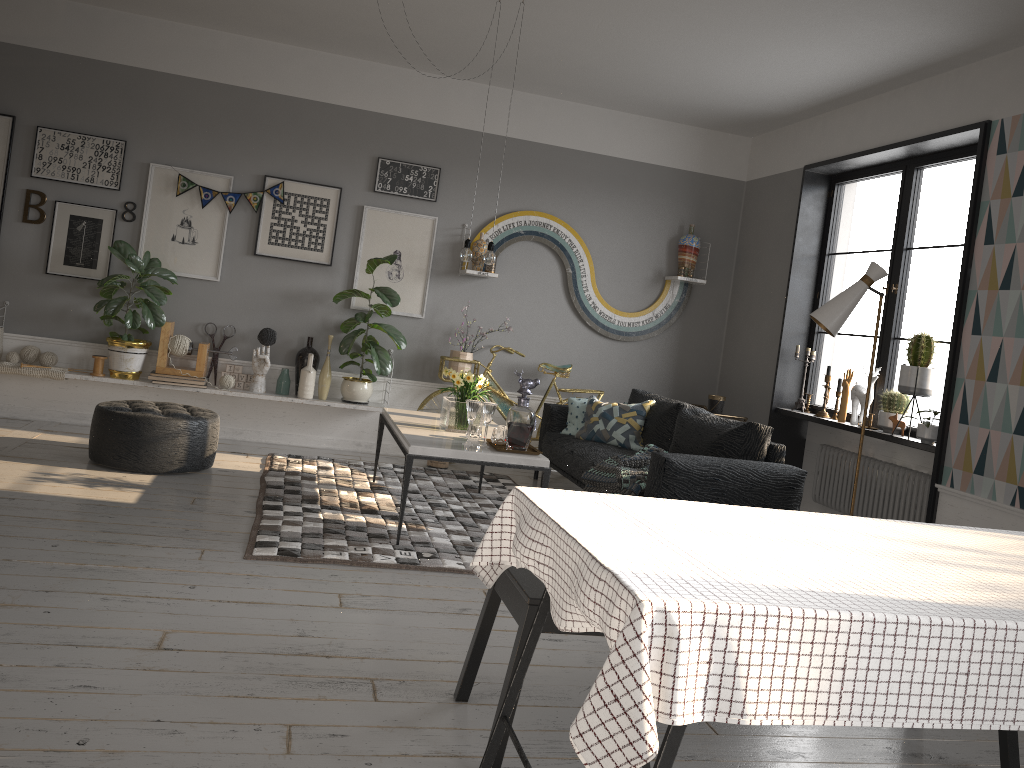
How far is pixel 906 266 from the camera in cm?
574

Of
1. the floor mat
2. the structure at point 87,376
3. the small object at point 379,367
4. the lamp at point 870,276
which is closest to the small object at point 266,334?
the structure at point 87,376

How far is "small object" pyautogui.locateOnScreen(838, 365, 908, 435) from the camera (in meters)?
5.80

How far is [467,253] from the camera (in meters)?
5.03

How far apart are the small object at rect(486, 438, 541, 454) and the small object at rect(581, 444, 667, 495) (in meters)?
0.52

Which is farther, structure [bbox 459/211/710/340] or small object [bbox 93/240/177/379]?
structure [bbox 459/211/710/340]

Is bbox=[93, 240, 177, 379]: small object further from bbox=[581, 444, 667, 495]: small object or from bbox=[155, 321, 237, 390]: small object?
bbox=[581, 444, 667, 495]: small object

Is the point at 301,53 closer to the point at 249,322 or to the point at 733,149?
the point at 249,322

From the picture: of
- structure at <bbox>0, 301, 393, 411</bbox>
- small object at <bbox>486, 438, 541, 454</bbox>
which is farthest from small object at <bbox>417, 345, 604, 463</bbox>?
small object at <bbox>486, 438, 541, 454</bbox>

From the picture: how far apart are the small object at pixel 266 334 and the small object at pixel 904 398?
4.2 meters
